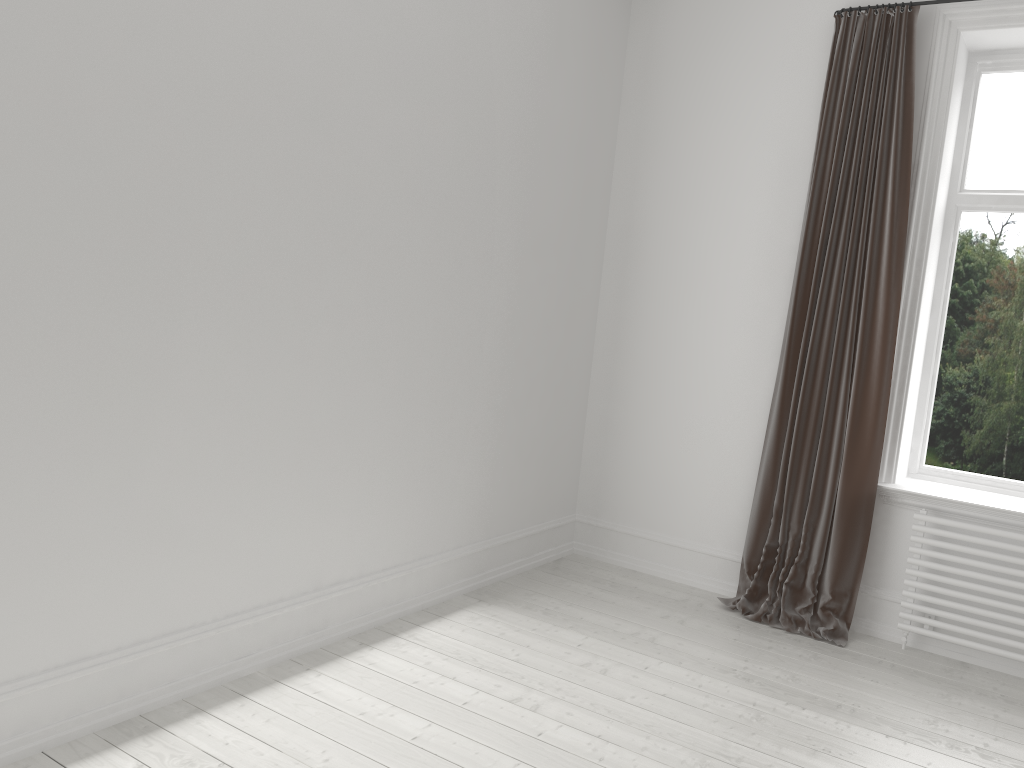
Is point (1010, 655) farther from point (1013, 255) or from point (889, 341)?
point (1013, 255)

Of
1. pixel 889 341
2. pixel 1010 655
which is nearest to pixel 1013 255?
pixel 889 341

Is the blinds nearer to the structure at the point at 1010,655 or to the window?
the structure at the point at 1010,655

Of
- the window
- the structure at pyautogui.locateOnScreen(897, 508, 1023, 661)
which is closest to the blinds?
the structure at pyautogui.locateOnScreen(897, 508, 1023, 661)

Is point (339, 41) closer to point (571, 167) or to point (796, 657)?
point (571, 167)

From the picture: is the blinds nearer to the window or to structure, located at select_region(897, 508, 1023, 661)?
structure, located at select_region(897, 508, 1023, 661)

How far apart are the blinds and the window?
0.43m

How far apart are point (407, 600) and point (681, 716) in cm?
121

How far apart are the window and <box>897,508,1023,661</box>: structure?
0.4 meters

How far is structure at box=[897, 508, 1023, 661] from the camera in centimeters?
354cm
